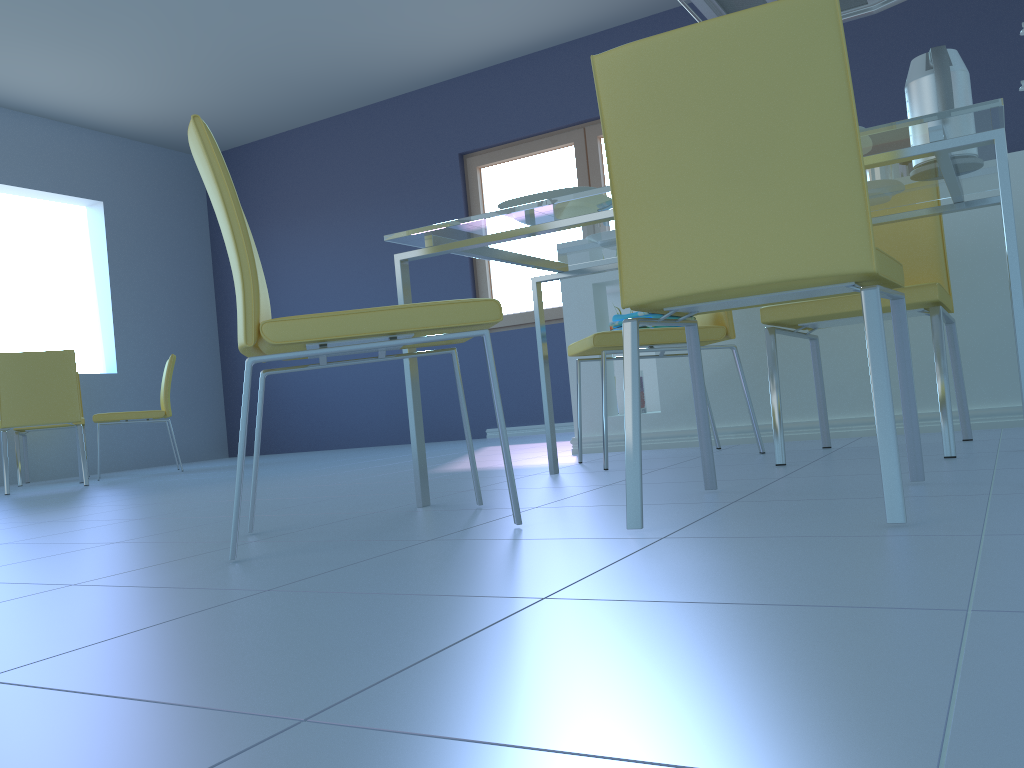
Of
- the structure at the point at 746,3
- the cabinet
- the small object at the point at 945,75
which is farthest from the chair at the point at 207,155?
the structure at the point at 746,3

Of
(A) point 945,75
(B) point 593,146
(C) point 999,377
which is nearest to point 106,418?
(B) point 593,146

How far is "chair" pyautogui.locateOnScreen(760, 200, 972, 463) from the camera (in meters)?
1.91

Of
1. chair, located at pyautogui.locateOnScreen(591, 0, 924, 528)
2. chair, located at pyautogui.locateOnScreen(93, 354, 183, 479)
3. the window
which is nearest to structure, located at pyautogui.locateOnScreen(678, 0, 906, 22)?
chair, located at pyautogui.locateOnScreen(591, 0, 924, 528)

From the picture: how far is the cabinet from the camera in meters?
2.6

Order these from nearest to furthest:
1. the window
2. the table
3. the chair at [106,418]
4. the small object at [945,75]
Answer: the table, the small object at [945,75], the chair at [106,418], the window

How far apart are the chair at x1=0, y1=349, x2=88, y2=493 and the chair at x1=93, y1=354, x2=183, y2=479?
0.3 meters

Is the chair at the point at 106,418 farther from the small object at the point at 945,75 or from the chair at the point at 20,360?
the small object at the point at 945,75

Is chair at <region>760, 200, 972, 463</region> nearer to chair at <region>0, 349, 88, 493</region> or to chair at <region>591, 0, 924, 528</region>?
chair at <region>591, 0, 924, 528</region>

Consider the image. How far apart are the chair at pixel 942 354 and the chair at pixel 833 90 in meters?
0.4 m
